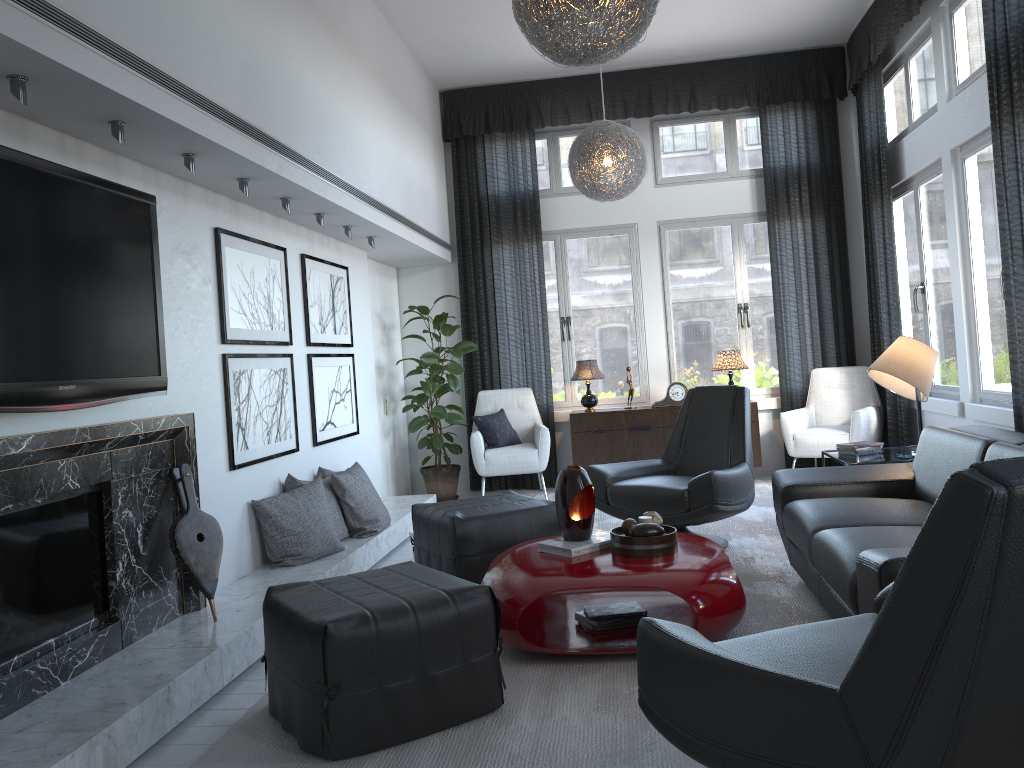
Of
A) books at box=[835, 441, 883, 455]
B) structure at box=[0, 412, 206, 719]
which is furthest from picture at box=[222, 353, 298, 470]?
books at box=[835, 441, 883, 455]

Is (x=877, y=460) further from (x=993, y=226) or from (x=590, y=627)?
(x=590, y=627)

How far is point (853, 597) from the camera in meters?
2.7

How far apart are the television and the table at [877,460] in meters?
3.2

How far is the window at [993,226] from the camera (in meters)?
4.76

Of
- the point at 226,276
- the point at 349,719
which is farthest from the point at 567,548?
the point at 226,276

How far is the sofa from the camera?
2.7 meters

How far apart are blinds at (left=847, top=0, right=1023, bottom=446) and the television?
3.7 meters

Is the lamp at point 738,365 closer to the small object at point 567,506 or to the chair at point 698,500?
the chair at point 698,500

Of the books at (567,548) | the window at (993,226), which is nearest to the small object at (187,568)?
the books at (567,548)
